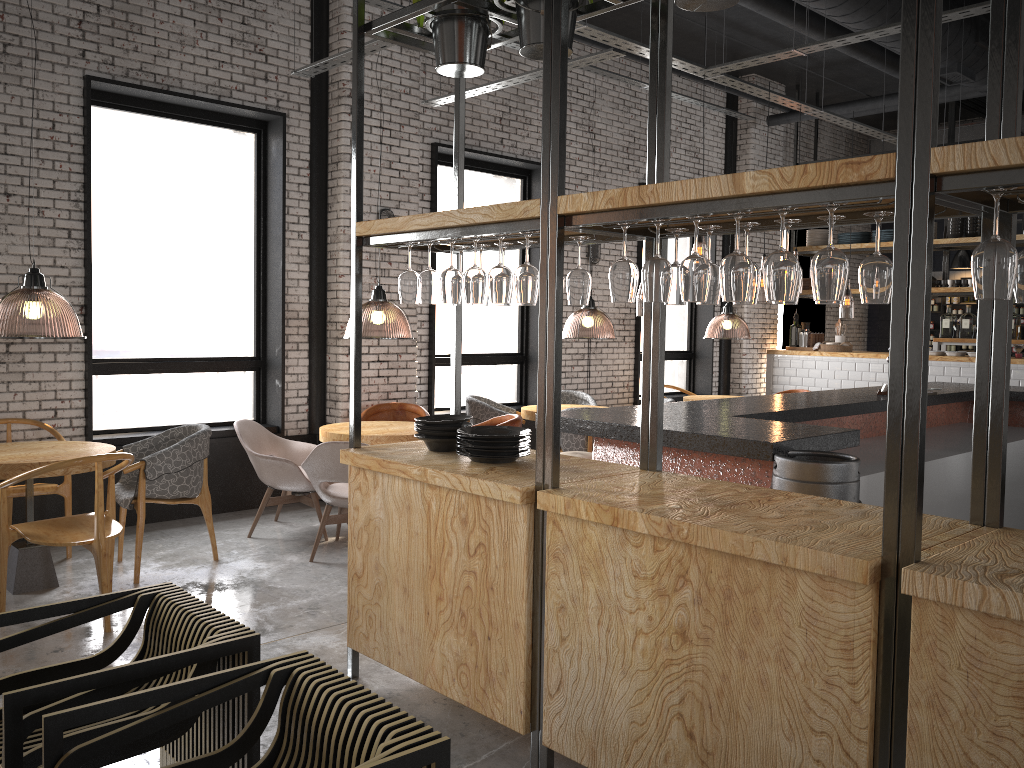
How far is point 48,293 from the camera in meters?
8.0

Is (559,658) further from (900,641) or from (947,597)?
(947,597)

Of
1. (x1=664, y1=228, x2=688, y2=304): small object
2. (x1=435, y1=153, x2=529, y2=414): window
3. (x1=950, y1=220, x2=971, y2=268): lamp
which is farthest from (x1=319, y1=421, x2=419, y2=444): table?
(x1=950, y1=220, x2=971, y2=268): lamp

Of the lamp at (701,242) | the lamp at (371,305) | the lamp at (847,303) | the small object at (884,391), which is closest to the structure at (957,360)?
the lamp at (847,303)

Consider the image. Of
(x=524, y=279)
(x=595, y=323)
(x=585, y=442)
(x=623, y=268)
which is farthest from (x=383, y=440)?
(x=595, y=323)

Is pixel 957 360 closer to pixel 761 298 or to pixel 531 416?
pixel 531 416

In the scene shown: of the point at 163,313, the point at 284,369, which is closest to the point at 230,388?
the point at 284,369

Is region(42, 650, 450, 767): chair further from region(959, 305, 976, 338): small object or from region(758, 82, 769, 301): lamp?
region(758, 82, 769, 301): lamp

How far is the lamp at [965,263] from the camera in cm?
1359

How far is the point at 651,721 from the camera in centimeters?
271cm
